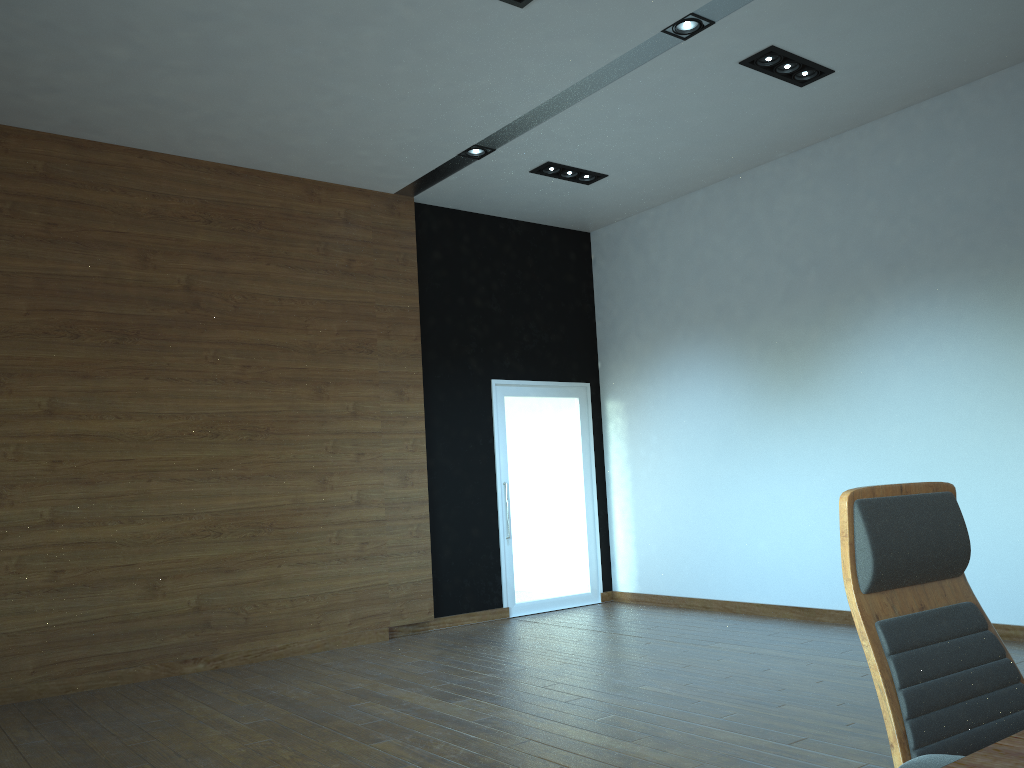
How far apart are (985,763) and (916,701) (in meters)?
0.62

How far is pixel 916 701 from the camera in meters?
1.6 m

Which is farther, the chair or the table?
the chair

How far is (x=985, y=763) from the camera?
1.05m

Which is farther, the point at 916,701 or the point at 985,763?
the point at 916,701

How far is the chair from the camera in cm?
162

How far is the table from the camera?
1.05m

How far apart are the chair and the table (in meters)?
0.30

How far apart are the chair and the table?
A: 0.30m
